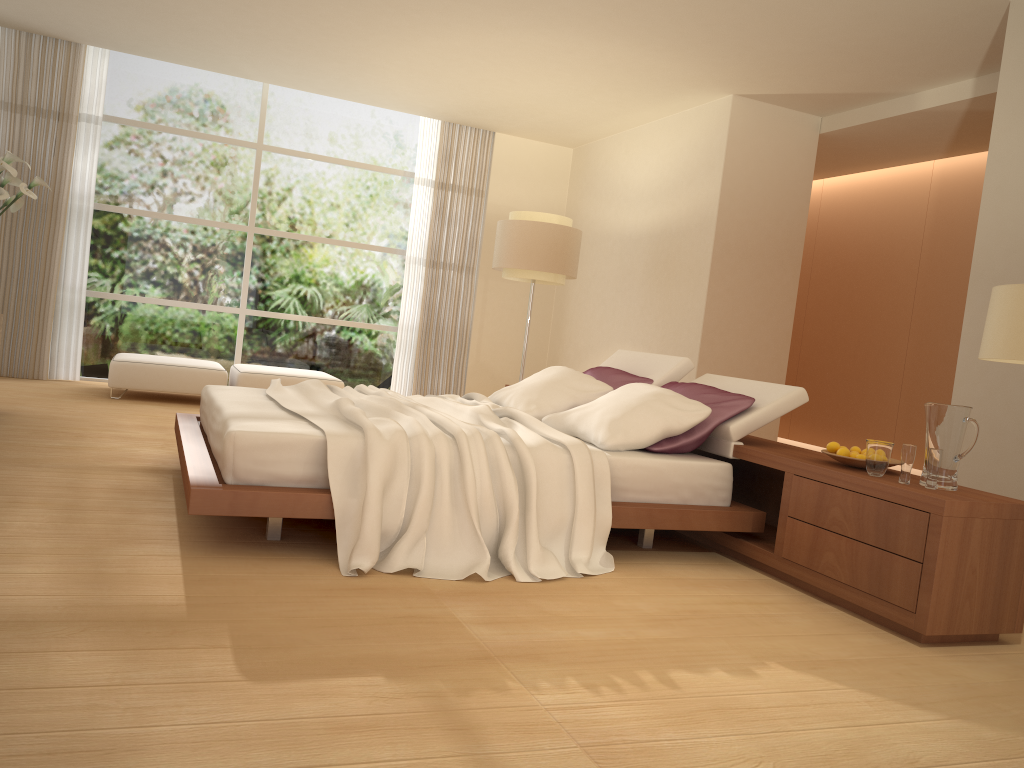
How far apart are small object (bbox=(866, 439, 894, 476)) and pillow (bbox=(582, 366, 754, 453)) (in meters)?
0.78

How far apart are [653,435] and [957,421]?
1.27m

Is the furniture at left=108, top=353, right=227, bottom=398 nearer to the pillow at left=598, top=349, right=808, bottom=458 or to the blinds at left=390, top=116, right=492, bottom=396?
the blinds at left=390, top=116, right=492, bottom=396

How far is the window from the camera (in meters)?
8.64

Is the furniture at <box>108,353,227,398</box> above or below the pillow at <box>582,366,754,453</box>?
below

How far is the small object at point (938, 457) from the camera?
3.37m

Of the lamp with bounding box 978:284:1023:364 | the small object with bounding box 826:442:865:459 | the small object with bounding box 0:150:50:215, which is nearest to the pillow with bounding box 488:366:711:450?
the small object with bounding box 826:442:865:459

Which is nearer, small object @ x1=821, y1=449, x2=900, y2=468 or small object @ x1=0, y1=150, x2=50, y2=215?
small object @ x1=821, y1=449, x2=900, y2=468

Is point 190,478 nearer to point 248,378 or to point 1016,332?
point 1016,332

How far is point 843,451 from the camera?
3.8m
